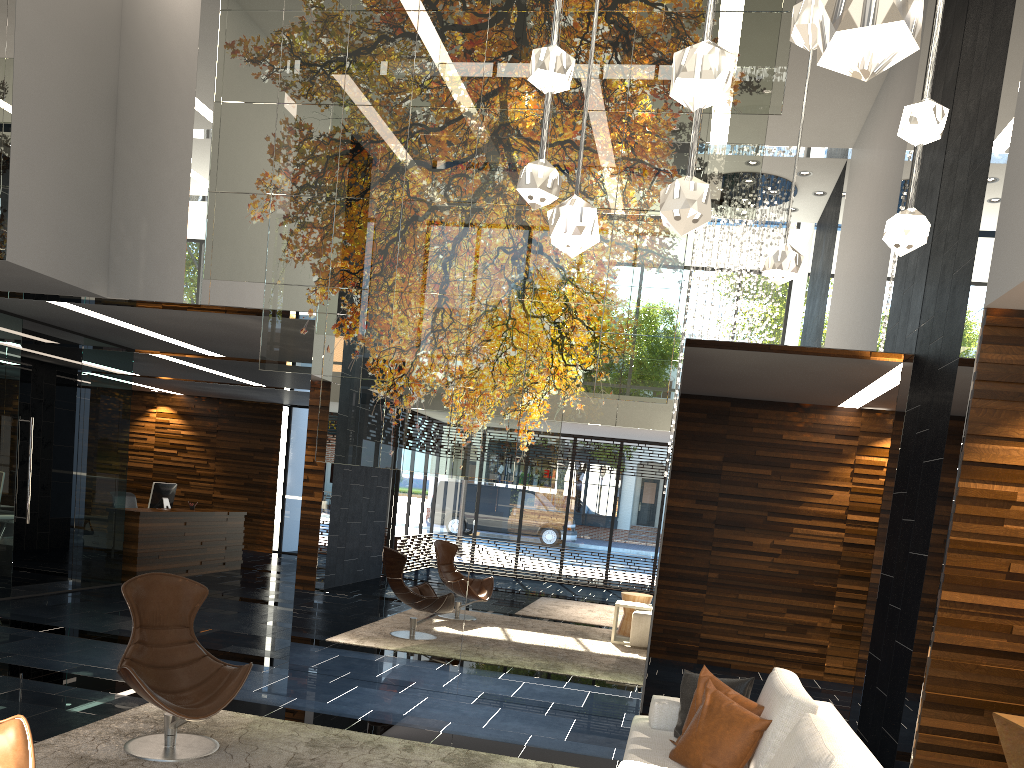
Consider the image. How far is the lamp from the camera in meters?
0.4 m

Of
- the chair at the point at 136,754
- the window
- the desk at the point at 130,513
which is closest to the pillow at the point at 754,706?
the chair at the point at 136,754

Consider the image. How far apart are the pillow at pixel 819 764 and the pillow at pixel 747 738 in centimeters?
36cm

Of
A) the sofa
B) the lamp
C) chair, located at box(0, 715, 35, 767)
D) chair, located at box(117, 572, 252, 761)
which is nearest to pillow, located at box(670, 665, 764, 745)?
the sofa

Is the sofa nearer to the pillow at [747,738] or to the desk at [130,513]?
the pillow at [747,738]

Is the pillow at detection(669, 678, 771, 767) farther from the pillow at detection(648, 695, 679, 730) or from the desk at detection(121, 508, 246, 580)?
the desk at detection(121, 508, 246, 580)

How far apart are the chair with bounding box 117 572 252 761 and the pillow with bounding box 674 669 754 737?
2.2m

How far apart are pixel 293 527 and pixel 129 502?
4.5 meters

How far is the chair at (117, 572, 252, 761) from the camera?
4.3m

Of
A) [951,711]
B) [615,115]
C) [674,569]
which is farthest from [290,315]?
[674,569]
